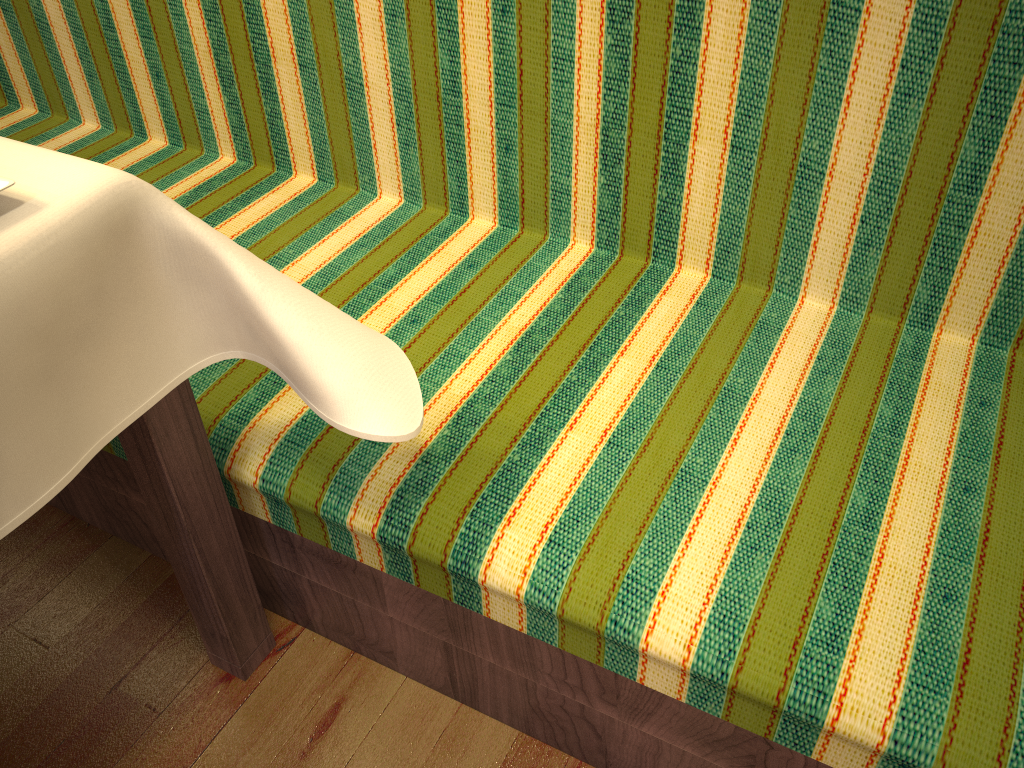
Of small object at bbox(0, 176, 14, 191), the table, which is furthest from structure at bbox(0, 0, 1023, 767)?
small object at bbox(0, 176, 14, 191)

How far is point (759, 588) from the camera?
0.9m

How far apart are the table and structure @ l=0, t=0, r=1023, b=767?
0.0 meters

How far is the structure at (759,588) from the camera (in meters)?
0.93

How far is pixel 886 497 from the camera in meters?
1.0

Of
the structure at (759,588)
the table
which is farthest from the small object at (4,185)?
the structure at (759,588)

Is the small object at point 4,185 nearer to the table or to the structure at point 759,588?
the table

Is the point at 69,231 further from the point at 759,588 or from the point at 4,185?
the point at 759,588

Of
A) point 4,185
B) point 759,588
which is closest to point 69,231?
point 4,185

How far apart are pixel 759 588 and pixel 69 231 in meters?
0.7
